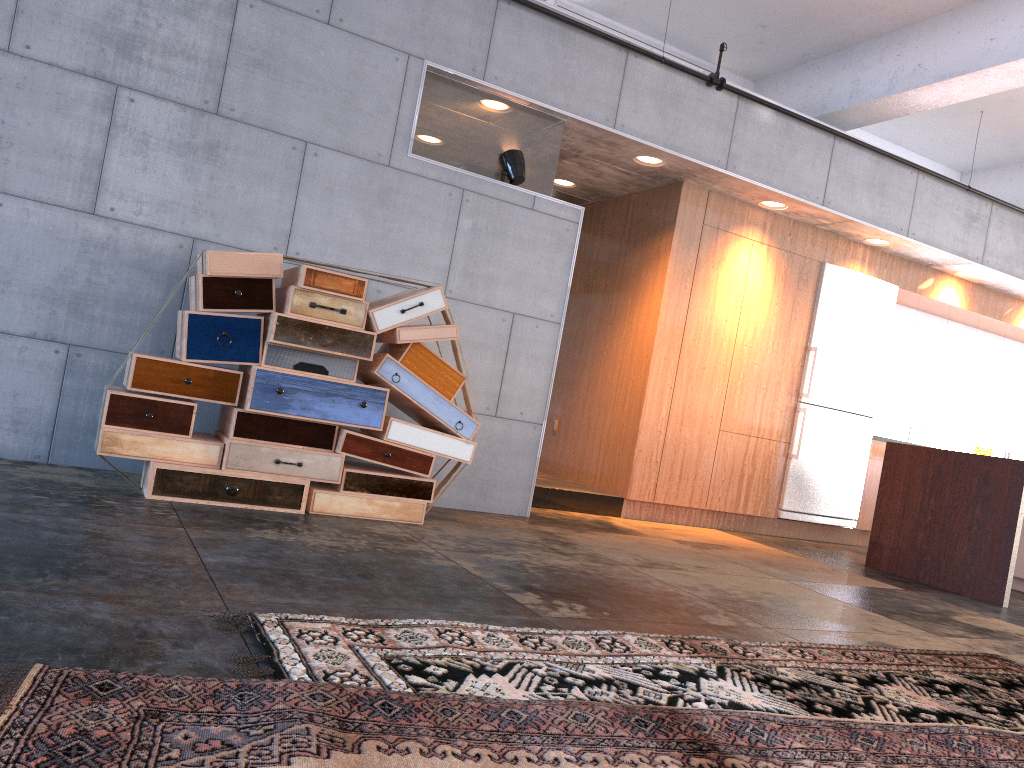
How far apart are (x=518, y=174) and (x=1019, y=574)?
4.8m

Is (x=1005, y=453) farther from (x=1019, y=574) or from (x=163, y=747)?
(x=163, y=747)

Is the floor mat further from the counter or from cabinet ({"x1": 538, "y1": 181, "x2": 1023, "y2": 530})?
cabinet ({"x1": 538, "y1": 181, "x2": 1023, "y2": 530})

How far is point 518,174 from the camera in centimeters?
581cm

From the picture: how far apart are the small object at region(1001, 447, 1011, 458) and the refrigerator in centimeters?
298cm

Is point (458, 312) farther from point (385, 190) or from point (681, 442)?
point (681, 442)

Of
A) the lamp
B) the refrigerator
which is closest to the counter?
the refrigerator

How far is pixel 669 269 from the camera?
7.0m

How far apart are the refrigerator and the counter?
1.02m

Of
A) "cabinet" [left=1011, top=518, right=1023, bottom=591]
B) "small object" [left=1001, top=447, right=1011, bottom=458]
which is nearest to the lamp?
"cabinet" [left=1011, top=518, right=1023, bottom=591]
